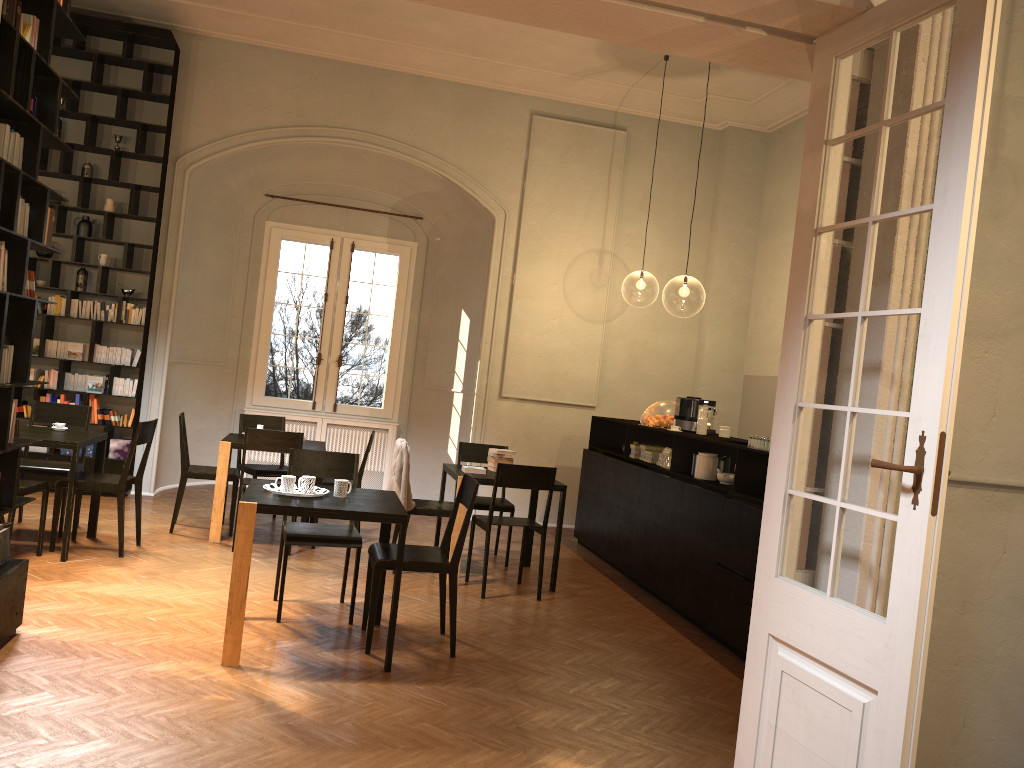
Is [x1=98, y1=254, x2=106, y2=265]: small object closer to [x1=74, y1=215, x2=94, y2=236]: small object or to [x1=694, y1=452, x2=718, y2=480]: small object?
[x1=74, y1=215, x2=94, y2=236]: small object

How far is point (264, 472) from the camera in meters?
8.7

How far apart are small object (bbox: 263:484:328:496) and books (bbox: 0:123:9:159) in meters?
2.3

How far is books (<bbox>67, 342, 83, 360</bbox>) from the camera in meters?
9.4

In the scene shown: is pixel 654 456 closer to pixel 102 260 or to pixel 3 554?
pixel 3 554

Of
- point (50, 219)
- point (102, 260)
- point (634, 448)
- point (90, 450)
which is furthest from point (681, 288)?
point (50, 219)

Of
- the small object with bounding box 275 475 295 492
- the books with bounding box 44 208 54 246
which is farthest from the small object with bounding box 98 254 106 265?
the small object with bounding box 275 475 295 492

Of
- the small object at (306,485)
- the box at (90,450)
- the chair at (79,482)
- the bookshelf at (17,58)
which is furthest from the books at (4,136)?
the box at (90,450)

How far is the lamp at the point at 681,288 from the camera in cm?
2263

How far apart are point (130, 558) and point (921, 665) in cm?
600
